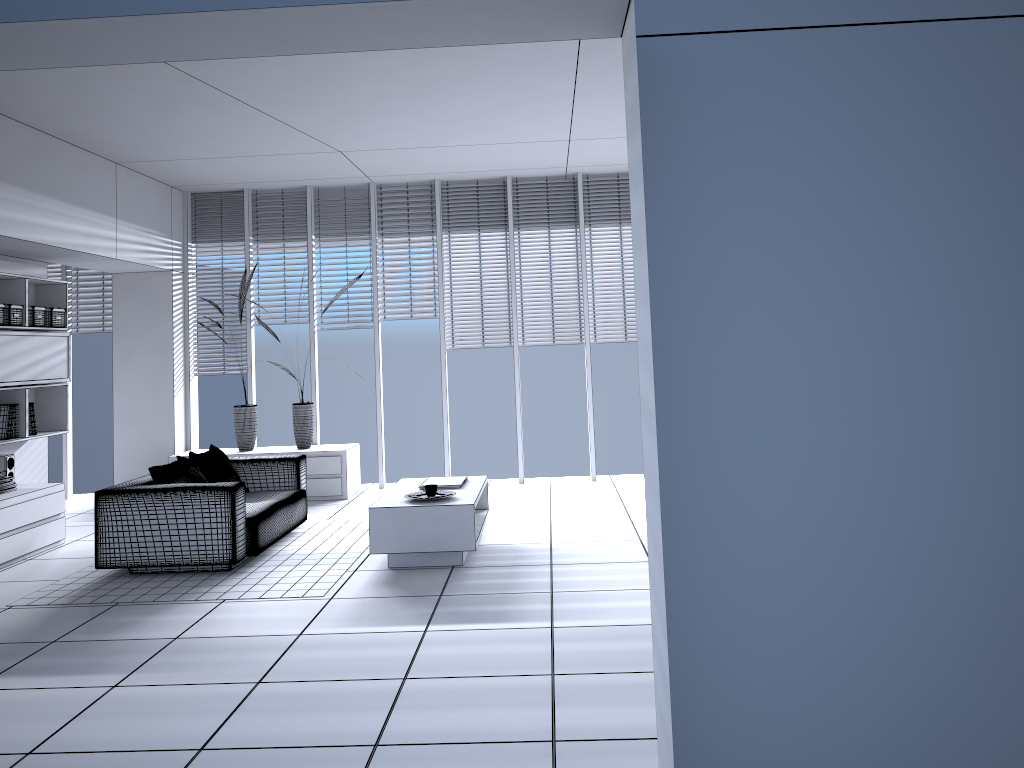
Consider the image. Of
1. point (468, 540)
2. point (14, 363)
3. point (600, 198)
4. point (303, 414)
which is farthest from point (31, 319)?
point (600, 198)

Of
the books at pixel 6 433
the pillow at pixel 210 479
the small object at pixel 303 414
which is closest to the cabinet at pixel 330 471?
the small object at pixel 303 414

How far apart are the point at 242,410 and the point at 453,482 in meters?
3.1

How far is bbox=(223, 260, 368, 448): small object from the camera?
8.44m

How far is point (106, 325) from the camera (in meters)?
9.05

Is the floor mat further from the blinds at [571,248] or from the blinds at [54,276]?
the blinds at [54,276]

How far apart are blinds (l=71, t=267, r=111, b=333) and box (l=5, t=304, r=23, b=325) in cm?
244

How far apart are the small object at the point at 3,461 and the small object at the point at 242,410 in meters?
2.1

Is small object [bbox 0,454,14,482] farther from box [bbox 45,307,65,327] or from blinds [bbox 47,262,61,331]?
blinds [bbox 47,262,61,331]

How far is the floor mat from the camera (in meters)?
5.17
